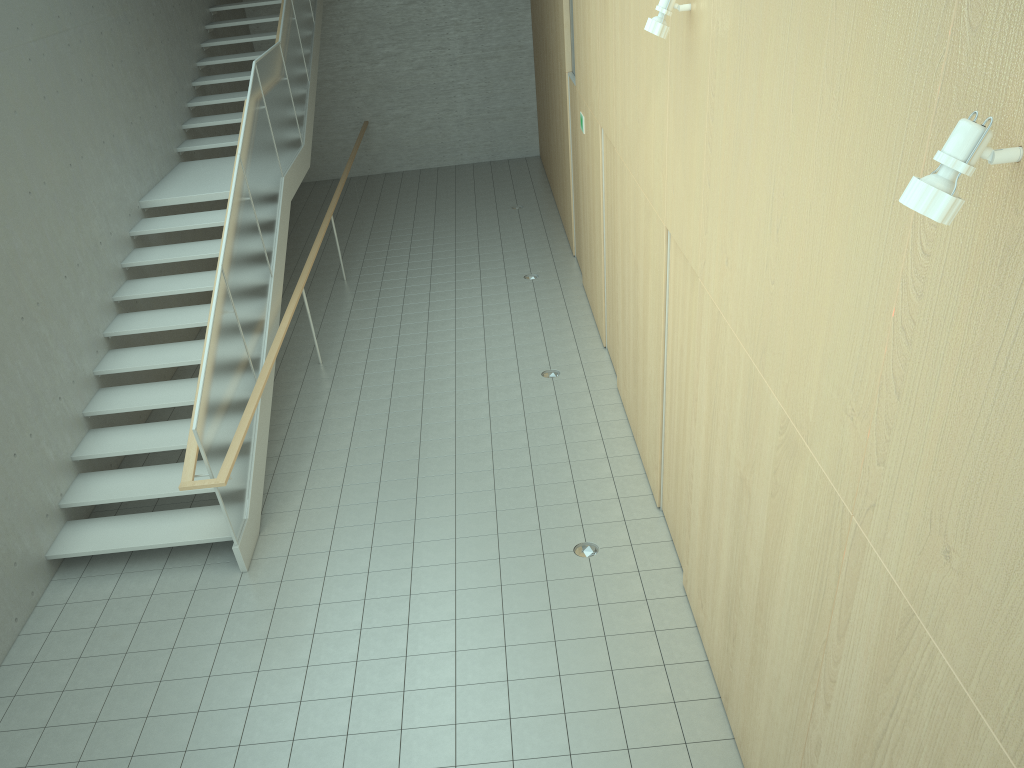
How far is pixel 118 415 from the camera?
8.2 meters

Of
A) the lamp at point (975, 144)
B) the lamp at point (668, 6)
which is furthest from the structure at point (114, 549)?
the lamp at point (975, 144)

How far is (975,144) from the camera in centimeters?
180cm

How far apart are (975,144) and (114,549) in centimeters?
634cm

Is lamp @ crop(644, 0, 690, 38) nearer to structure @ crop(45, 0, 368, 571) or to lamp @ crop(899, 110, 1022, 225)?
lamp @ crop(899, 110, 1022, 225)

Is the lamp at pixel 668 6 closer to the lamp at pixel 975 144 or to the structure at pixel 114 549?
the lamp at pixel 975 144

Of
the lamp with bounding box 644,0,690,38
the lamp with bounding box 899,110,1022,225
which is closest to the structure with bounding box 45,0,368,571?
the lamp with bounding box 644,0,690,38

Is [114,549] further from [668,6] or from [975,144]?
[975,144]

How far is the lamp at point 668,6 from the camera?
4.6 meters

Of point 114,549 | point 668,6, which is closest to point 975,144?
point 668,6
